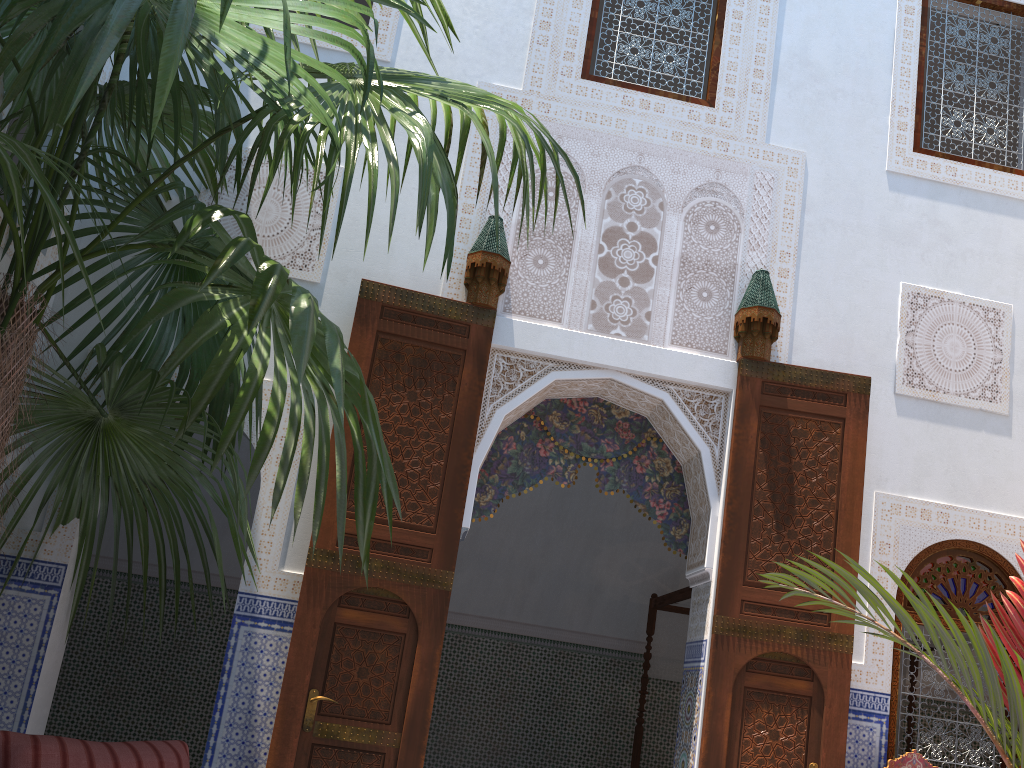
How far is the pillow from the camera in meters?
2.1

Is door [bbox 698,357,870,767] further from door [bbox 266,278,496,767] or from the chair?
door [bbox 266,278,496,767]

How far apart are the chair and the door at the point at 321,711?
1.8 meters

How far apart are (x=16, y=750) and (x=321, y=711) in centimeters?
122cm

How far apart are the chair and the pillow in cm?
260

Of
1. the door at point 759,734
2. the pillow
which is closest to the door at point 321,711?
the pillow

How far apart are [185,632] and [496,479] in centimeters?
313cm

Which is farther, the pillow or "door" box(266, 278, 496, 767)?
"door" box(266, 278, 496, 767)

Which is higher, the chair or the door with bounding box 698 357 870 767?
the door with bounding box 698 357 870 767

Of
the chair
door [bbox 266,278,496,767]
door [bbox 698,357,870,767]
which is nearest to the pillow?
door [bbox 266,278,496,767]
